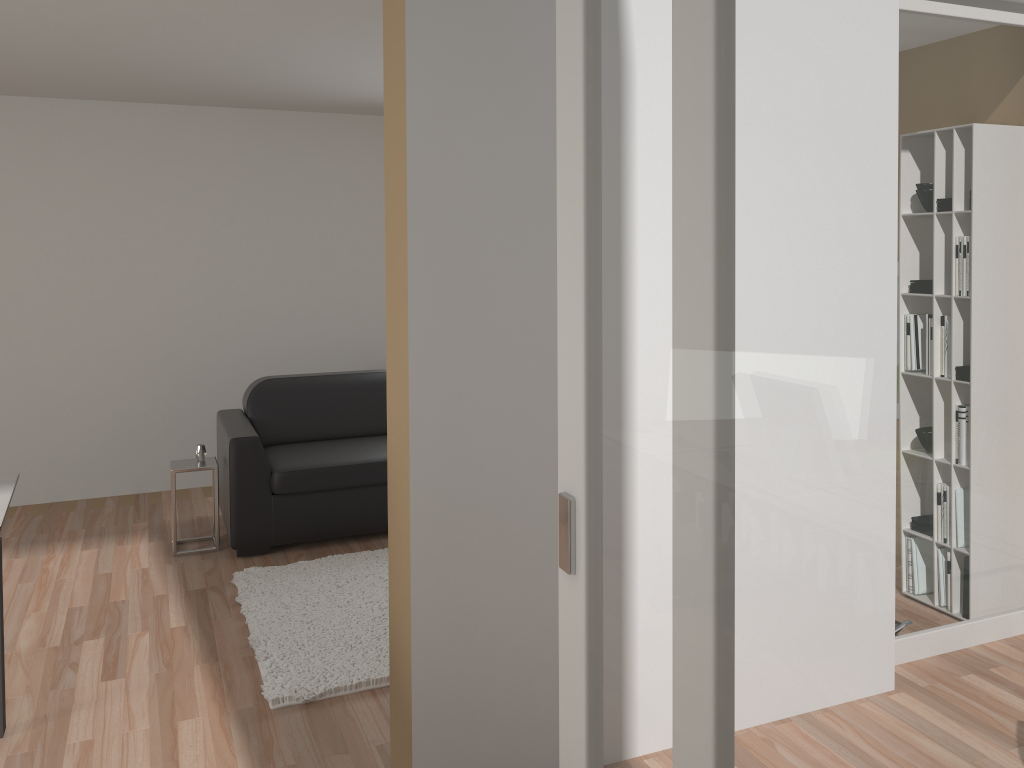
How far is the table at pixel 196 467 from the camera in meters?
4.8

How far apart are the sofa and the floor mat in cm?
26

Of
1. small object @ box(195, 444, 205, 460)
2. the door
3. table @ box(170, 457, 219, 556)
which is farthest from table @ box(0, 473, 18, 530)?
the door

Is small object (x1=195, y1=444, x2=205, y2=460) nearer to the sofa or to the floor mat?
the sofa

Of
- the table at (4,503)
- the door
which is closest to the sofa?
the table at (4,503)

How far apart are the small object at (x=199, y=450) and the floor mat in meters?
0.8 m

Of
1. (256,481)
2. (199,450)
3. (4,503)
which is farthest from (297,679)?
(199,450)

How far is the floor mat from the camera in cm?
341

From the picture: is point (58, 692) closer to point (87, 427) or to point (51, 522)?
point (51, 522)

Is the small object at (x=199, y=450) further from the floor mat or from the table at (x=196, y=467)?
the floor mat
